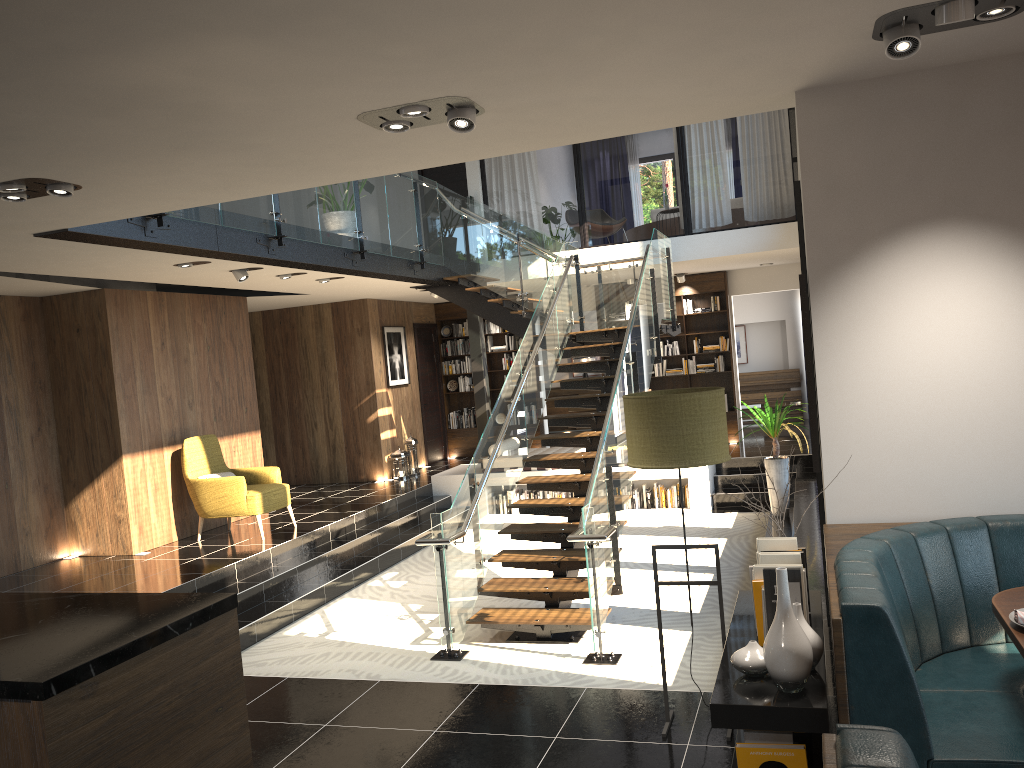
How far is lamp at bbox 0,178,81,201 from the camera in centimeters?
428cm

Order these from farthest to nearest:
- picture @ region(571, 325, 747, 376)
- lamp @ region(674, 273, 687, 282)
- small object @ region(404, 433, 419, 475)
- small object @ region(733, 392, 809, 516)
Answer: picture @ region(571, 325, 747, 376) < lamp @ region(674, 273, 687, 282) < small object @ region(404, 433, 419, 475) < small object @ region(733, 392, 809, 516)

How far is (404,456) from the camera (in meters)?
13.09

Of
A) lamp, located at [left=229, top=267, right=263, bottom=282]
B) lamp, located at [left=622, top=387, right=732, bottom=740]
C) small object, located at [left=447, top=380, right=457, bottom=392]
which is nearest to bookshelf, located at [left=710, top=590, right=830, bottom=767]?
lamp, located at [left=622, top=387, right=732, bottom=740]

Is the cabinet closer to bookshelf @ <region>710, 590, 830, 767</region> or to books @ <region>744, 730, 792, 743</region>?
bookshelf @ <region>710, 590, 830, 767</region>

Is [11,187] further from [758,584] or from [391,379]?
[391,379]

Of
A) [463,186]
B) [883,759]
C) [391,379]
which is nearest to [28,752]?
[883,759]

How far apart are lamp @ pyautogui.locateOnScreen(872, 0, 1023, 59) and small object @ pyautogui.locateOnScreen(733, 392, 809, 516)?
6.6m

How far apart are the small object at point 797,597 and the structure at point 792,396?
14.1m

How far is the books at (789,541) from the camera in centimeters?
360cm
